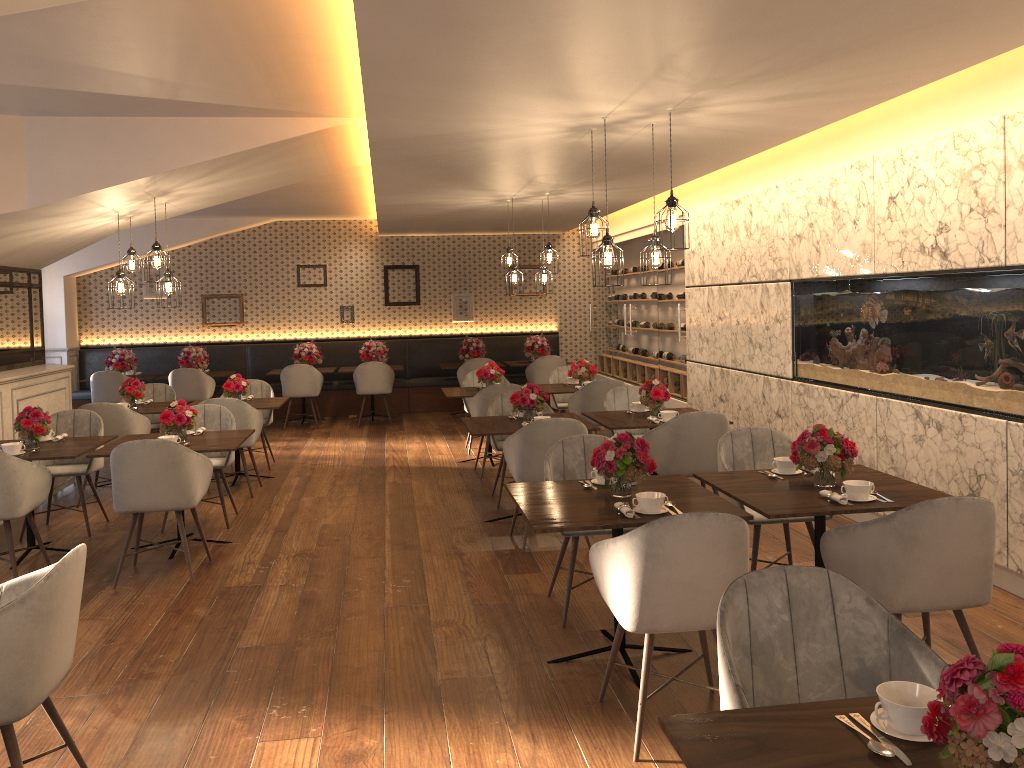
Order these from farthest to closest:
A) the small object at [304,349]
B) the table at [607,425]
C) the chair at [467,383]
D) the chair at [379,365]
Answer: the small object at [304,349] → the chair at [379,365] → the chair at [467,383] → the table at [607,425]

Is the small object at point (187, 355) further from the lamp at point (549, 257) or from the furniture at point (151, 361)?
the lamp at point (549, 257)

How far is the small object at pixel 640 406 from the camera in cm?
691

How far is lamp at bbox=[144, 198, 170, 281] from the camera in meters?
6.6

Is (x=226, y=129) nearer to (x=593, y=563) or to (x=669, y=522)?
(x=593, y=563)

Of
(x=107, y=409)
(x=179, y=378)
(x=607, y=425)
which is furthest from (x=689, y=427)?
(x=179, y=378)

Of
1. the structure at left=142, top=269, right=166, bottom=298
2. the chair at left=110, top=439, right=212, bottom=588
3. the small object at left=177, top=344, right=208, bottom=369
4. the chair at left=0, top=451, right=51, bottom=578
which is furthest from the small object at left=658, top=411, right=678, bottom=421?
the structure at left=142, top=269, right=166, bottom=298

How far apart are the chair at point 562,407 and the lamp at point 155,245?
4.3 meters

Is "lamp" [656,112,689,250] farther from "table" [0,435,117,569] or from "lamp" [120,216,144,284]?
"lamp" [120,216,144,284]

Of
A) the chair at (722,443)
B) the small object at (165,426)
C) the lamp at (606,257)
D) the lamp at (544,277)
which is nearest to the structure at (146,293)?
the lamp at (544,277)
